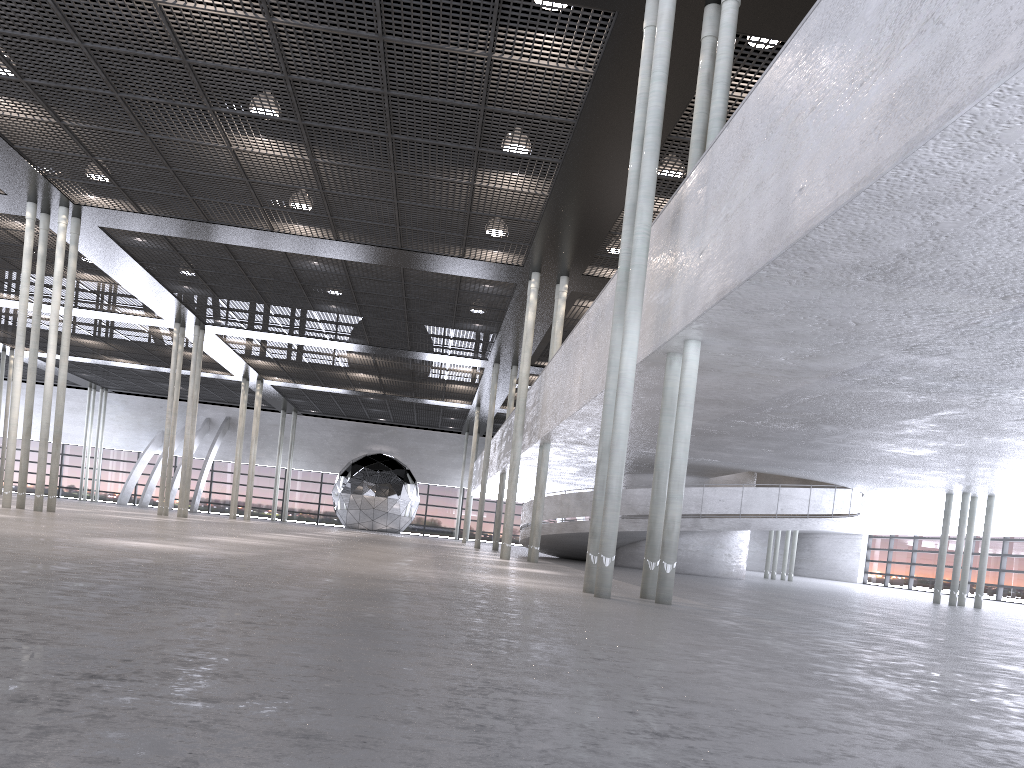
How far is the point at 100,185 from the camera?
16.6m

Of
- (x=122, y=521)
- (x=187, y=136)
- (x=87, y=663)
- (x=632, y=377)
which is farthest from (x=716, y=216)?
(x=122, y=521)

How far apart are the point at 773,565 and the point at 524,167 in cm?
1926
